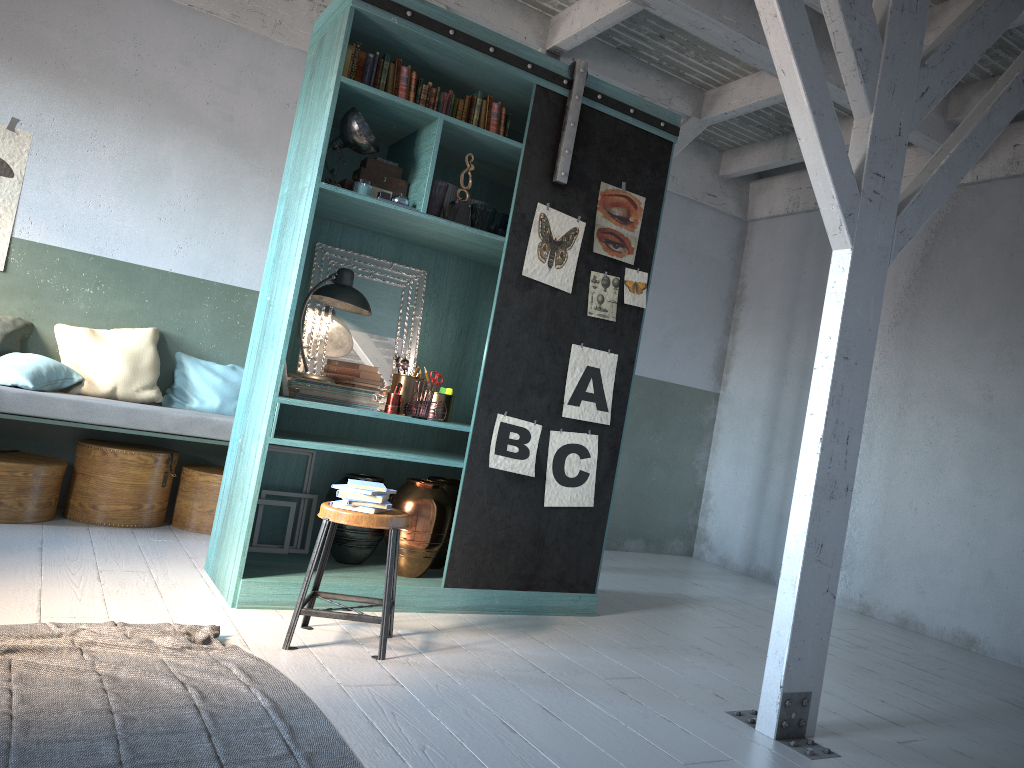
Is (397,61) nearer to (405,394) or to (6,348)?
(405,394)

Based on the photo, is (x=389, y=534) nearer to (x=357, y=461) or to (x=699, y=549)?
(x=357, y=461)

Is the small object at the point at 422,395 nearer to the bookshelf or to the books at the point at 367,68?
the bookshelf

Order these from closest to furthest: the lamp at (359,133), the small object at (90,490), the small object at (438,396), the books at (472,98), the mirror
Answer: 1. the lamp at (359,133)
2. the books at (472,98)
3. the small object at (438,396)
4. the mirror
5. the small object at (90,490)

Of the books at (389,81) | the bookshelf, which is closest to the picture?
the bookshelf

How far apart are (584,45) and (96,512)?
5.3m

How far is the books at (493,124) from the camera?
5.36m

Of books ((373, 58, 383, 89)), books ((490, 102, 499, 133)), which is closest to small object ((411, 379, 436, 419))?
books ((490, 102, 499, 133))

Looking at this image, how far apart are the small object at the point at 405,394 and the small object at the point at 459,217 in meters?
1.0

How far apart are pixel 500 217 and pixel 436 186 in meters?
0.5
